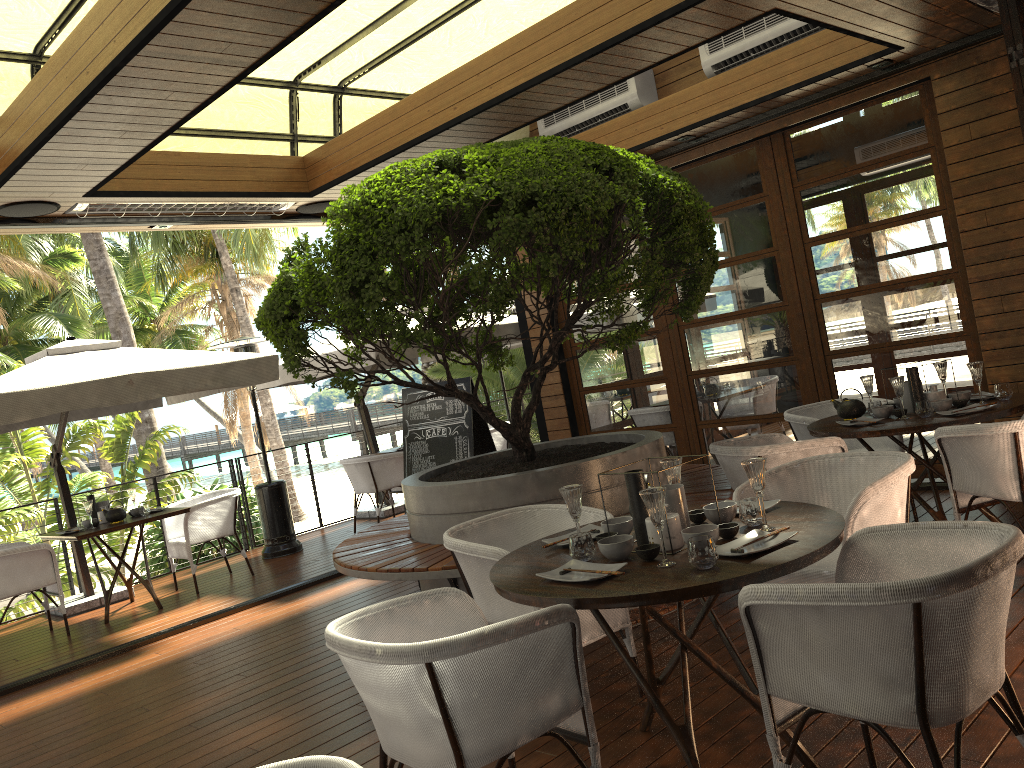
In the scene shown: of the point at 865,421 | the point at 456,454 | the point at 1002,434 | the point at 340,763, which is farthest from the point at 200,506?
the point at 340,763

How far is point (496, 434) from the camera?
10.1m

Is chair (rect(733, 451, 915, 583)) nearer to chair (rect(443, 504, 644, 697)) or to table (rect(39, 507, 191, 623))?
chair (rect(443, 504, 644, 697))

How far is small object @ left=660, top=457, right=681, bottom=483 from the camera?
3.2m

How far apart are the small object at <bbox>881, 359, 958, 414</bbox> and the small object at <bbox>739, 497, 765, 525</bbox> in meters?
2.3

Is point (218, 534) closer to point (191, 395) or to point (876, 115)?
point (191, 395)

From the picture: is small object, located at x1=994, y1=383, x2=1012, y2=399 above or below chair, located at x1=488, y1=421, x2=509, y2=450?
above

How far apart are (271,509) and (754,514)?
6.62m

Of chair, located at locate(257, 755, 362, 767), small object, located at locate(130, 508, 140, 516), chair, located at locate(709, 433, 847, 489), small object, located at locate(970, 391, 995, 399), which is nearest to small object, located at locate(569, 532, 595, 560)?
chair, located at locate(257, 755, 362, 767)

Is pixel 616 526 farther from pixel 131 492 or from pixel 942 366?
pixel 131 492
